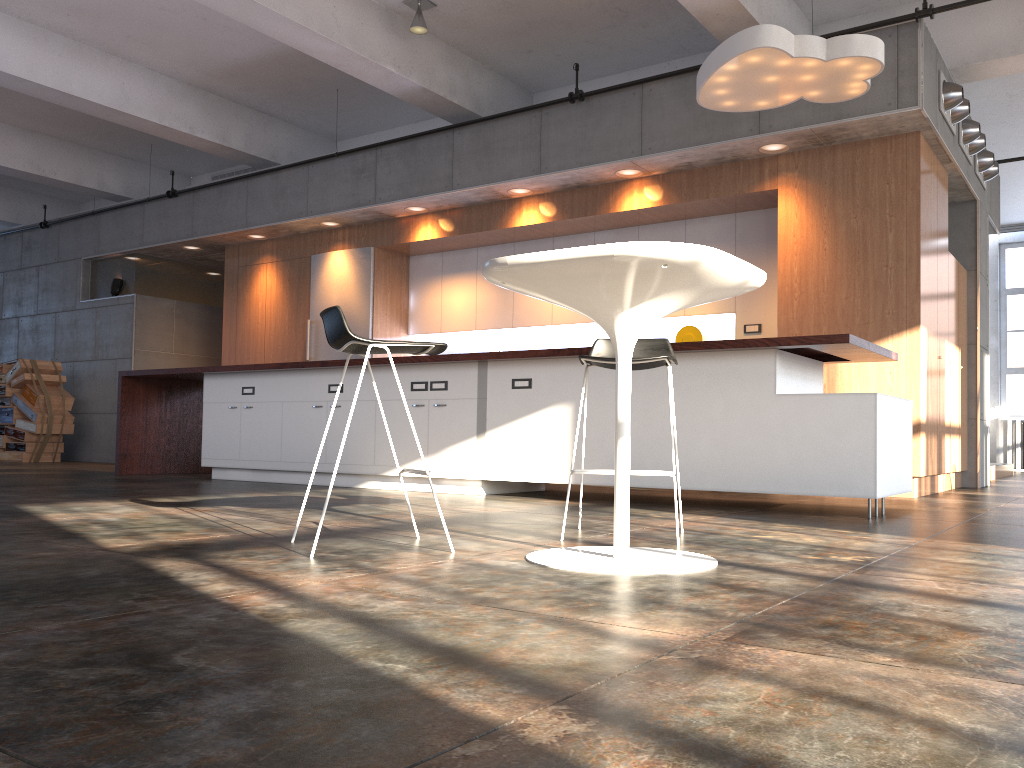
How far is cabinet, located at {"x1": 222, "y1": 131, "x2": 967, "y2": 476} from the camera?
6.5m

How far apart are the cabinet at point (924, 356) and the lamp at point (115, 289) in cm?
171

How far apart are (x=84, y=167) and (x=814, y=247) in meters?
9.2

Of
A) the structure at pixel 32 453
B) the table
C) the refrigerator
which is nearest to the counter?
the refrigerator

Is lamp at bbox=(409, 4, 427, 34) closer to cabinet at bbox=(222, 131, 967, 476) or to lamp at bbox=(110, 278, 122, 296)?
cabinet at bbox=(222, 131, 967, 476)

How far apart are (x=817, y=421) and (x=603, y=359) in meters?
1.9 m

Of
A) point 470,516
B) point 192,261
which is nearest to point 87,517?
point 470,516

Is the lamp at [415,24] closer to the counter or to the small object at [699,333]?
the counter

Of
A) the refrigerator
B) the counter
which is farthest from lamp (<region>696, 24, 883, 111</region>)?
the refrigerator

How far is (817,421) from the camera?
4.71m
